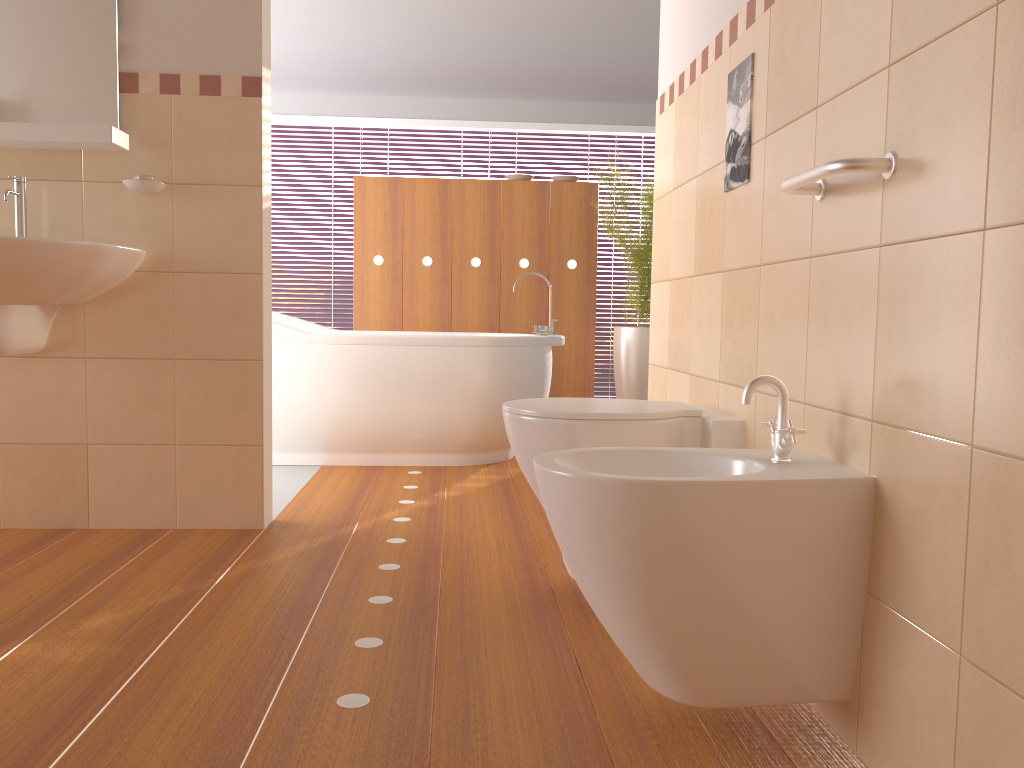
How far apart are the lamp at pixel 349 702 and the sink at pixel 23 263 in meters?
1.2

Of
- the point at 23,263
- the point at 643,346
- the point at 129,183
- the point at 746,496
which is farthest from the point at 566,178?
the point at 746,496

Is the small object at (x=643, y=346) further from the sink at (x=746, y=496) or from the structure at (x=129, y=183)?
the sink at (x=746, y=496)

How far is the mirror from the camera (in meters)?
2.62

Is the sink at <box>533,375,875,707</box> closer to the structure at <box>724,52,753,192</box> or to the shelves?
the structure at <box>724,52,753,192</box>

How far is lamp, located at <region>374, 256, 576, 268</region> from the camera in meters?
5.1

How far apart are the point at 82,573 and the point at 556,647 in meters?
1.3

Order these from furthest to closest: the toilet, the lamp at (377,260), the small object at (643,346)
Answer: the lamp at (377,260) < the small object at (643,346) < the toilet

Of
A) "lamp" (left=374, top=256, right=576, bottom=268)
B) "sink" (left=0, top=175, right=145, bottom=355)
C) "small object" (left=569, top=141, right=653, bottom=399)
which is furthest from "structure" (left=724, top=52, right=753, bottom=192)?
"lamp" (left=374, top=256, right=576, bottom=268)

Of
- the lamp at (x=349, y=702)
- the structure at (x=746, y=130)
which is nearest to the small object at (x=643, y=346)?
the structure at (x=746, y=130)
